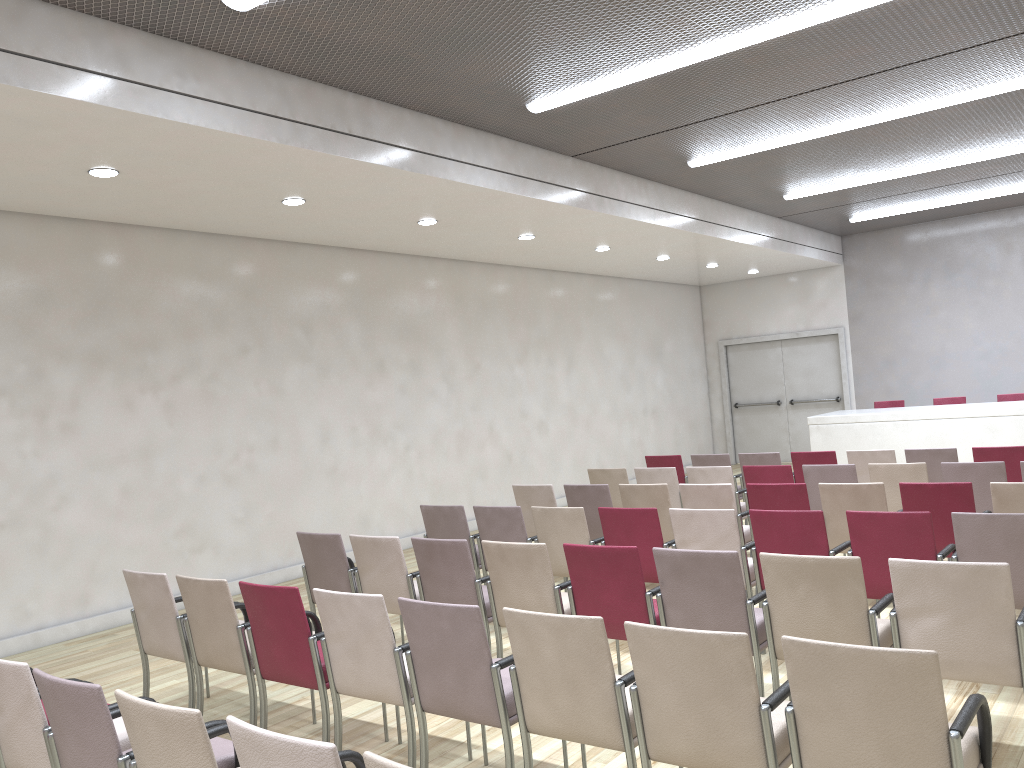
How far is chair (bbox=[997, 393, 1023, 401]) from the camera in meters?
12.7 m

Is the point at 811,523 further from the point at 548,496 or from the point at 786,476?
the point at 548,496

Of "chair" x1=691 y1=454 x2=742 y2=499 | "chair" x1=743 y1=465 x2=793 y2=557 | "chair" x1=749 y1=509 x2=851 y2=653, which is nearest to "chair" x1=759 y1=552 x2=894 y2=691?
"chair" x1=749 y1=509 x2=851 y2=653

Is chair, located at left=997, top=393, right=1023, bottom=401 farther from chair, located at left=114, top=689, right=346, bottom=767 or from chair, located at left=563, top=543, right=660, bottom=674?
chair, located at left=114, top=689, right=346, bottom=767

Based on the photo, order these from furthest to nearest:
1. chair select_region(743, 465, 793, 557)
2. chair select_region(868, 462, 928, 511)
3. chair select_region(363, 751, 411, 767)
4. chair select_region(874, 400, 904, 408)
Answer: chair select_region(874, 400, 904, 408)
chair select_region(743, 465, 793, 557)
chair select_region(868, 462, 928, 511)
chair select_region(363, 751, 411, 767)

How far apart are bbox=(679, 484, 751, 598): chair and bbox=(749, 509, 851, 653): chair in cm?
135

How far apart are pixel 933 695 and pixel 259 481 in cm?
740

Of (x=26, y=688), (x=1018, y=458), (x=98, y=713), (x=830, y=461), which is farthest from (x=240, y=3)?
(x=1018, y=458)

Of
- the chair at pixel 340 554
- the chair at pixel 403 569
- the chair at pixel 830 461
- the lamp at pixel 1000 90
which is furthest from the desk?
the chair at pixel 403 569

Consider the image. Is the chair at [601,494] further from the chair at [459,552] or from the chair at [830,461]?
the chair at [830,461]
